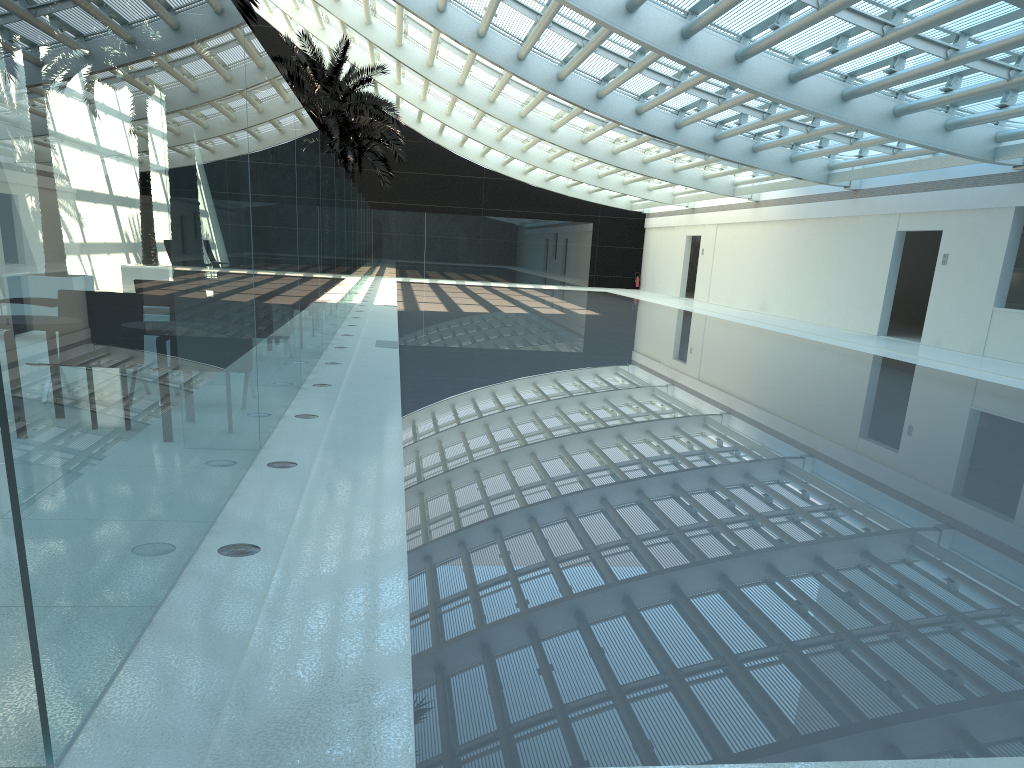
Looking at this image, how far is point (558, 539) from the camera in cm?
464

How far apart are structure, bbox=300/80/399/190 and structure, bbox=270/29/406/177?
4.22m

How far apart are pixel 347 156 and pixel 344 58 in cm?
818

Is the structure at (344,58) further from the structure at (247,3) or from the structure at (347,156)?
the structure at (247,3)

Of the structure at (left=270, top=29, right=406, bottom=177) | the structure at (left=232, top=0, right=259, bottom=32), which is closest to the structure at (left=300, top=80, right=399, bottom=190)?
the structure at (left=270, top=29, right=406, bottom=177)

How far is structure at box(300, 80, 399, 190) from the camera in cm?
3349

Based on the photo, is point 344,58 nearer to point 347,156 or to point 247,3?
point 347,156

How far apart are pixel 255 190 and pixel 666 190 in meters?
29.1 m

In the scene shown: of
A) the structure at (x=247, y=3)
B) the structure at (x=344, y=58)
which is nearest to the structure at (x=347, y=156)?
the structure at (x=344, y=58)

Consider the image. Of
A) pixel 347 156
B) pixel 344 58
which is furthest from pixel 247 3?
pixel 347 156
